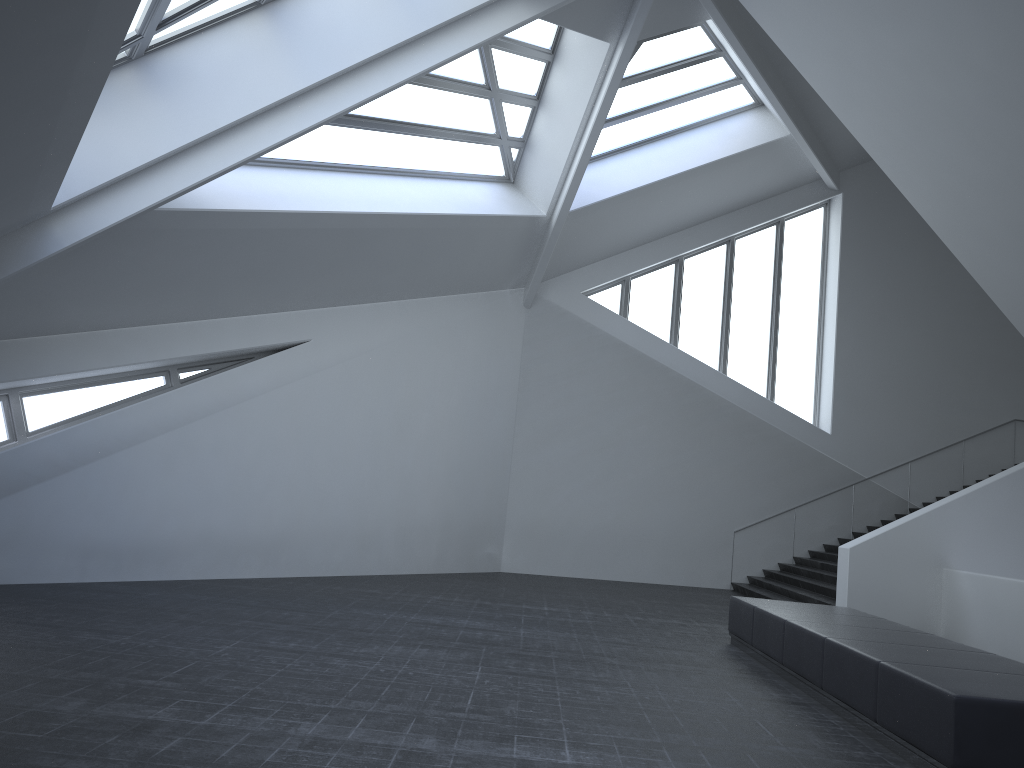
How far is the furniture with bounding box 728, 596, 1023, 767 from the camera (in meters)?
5.27

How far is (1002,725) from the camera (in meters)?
5.27

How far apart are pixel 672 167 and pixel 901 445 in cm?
885

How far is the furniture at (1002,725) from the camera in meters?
5.3
